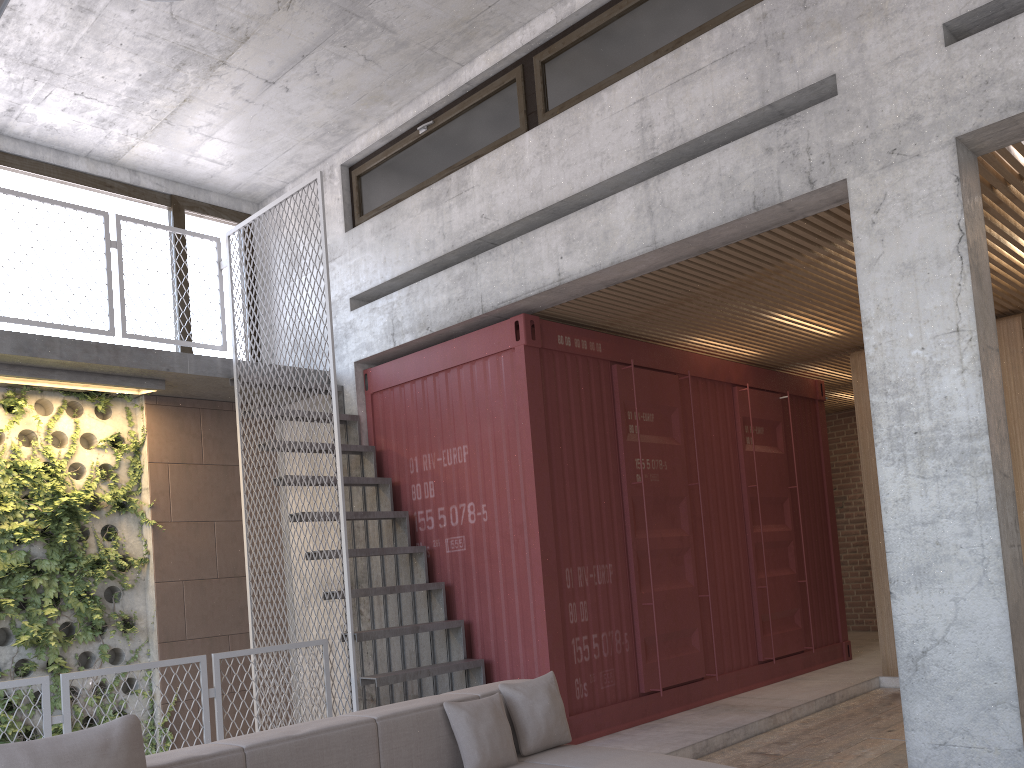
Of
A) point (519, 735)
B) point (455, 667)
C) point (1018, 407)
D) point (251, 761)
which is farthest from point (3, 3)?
point (1018, 407)

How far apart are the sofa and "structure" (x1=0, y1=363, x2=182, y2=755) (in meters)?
3.82

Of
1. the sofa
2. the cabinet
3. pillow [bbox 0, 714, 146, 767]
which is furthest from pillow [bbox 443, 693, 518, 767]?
the cabinet

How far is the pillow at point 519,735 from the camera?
4.08m

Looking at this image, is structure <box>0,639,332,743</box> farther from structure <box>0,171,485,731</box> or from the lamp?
the lamp

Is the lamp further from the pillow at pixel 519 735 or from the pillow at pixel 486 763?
the pillow at pixel 519 735

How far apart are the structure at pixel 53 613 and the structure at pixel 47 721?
2.0 meters

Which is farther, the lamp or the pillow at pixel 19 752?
the lamp

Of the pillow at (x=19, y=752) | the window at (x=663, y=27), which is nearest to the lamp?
the pillow at (x=19, y=752)

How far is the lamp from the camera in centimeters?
280cm
